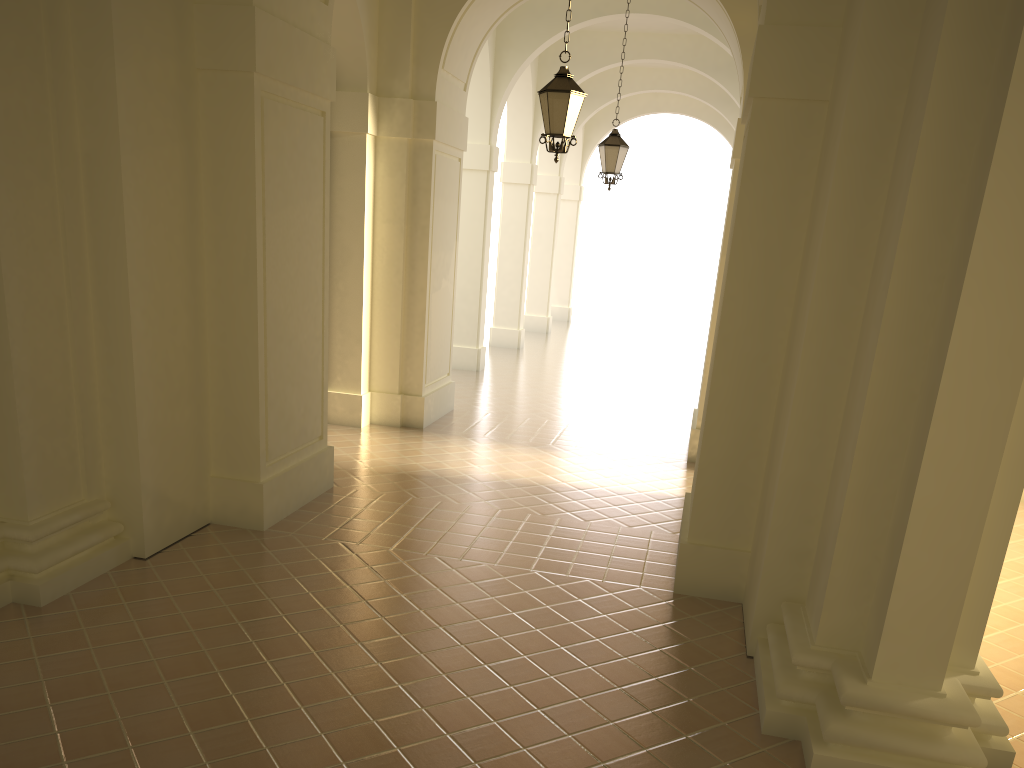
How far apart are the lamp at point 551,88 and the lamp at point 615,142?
4.8m

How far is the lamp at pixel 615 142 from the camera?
14.0m

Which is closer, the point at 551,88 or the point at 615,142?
the point at 551,88

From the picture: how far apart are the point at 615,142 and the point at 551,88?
5.1m

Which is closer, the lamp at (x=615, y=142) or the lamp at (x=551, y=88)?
the lamp at (x=551, y=88)

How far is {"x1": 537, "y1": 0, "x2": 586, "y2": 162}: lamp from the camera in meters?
9.1

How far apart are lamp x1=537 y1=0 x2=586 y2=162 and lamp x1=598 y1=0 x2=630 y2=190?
4.78m

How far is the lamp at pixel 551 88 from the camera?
9.1 meters

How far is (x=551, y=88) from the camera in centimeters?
909cm
